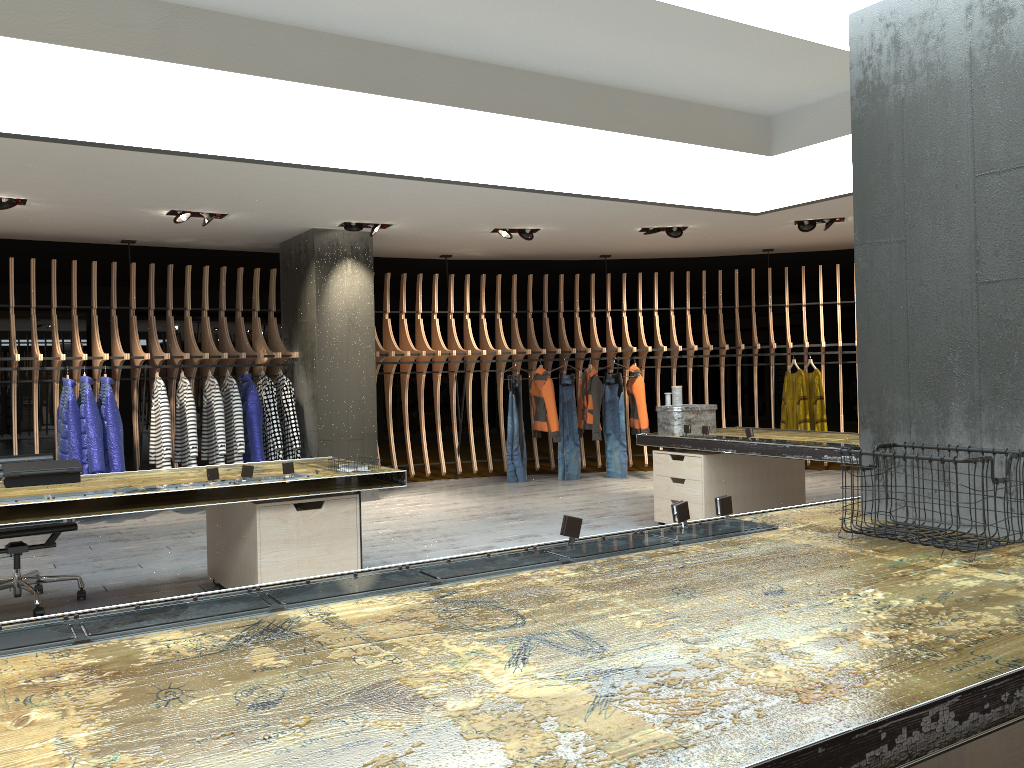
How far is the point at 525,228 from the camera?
9.17m

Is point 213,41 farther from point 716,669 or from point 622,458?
point 622,458

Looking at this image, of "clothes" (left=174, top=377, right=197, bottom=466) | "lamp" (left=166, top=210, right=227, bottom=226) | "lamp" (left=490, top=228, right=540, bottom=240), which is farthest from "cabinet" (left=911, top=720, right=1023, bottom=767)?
"lamp" (left=490, top=228, right=540, bottom=240)

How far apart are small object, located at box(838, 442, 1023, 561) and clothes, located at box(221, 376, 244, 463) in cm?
688

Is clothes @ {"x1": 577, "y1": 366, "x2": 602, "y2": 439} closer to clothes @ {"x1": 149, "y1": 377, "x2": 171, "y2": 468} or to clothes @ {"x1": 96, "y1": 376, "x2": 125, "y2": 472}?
clothes @ {"x1": 149, "y1": 377, "x2": 171, "y2": 468}

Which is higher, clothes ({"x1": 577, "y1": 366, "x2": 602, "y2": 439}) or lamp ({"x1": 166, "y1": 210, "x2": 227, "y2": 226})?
lamp ({"x1": 166, "y1": 210, "x2": 227, "y2": 226})

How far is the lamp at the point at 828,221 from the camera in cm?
908

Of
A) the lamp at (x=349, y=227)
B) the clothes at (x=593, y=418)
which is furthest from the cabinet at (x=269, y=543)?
the clothes at (x=593, y=418)

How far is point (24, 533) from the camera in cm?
486

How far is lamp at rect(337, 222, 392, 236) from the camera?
8.63m
